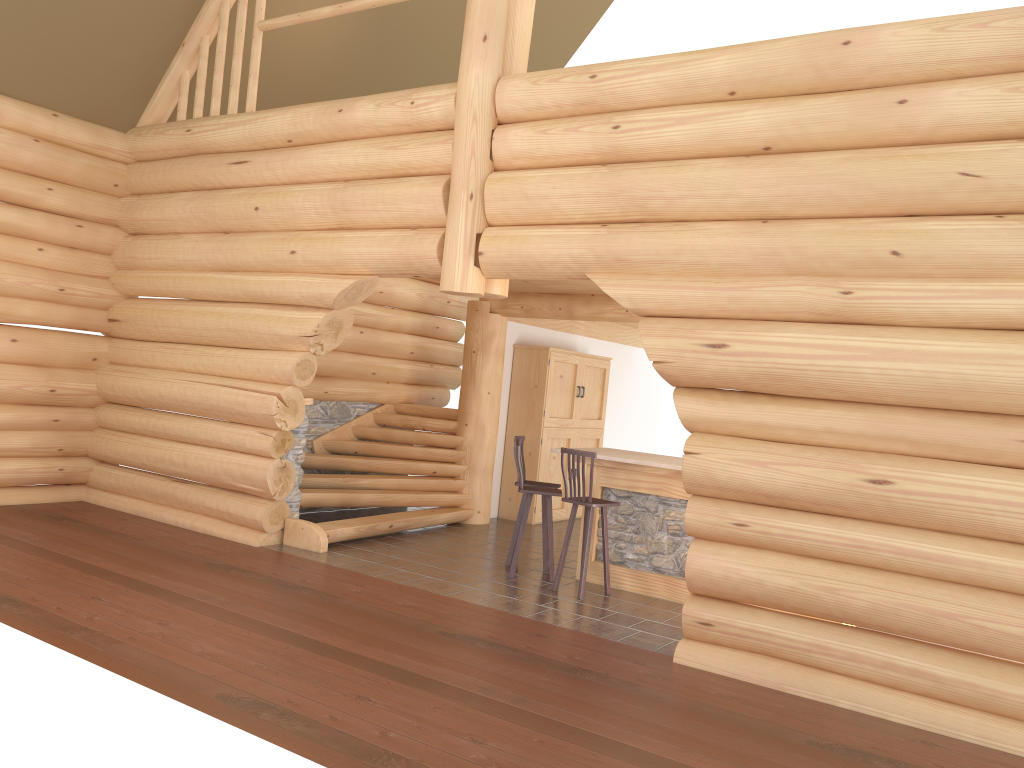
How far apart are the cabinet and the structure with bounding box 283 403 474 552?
0.85m

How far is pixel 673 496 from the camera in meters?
8.2 m

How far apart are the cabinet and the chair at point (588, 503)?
3.69m

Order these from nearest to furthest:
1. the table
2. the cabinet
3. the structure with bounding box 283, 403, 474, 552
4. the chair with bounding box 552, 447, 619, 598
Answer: the chair with bounding box 552, 447, 619, 598
the table
the structure with bounding box 283, 403, 474, 552
the cabinet

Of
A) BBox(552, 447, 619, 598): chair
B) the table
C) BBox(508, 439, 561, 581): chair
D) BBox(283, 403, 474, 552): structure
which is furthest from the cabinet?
BBox(552, 447, 619, 598): chair

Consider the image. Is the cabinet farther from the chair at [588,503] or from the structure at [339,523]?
the chair at [588,503]

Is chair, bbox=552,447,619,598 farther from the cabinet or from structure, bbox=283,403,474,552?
the cabinet

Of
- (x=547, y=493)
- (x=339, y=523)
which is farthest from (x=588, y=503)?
(x=339, y=523)

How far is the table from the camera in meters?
8.2 m

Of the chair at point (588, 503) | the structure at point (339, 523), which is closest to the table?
the chair at point (588, 503)
